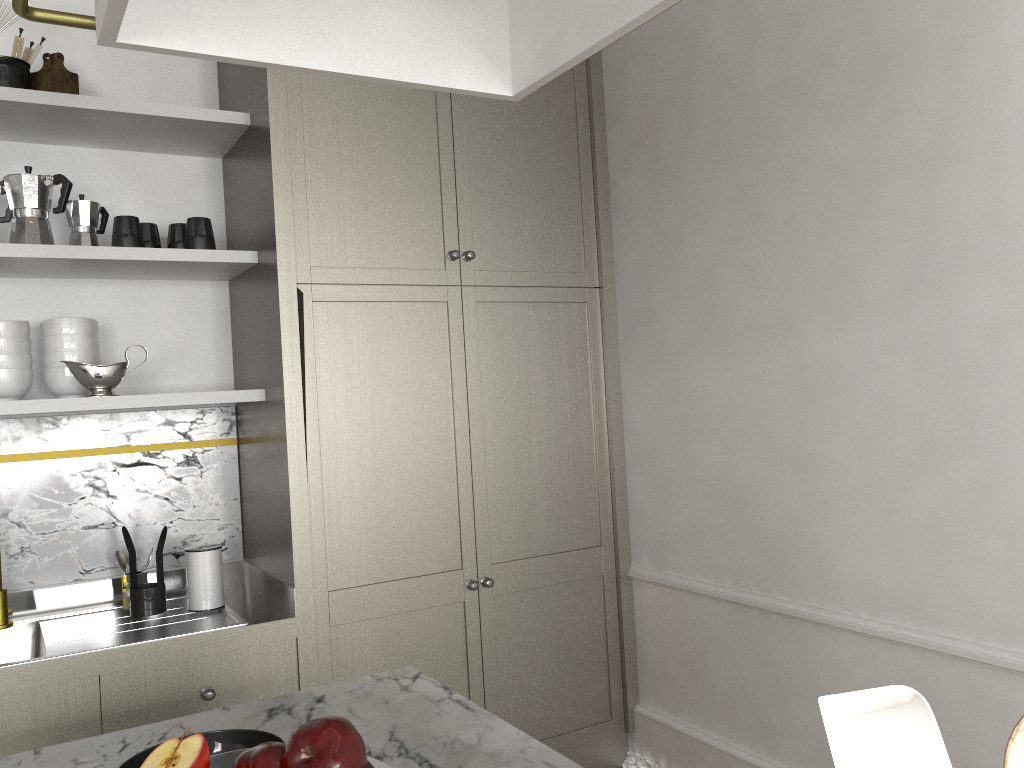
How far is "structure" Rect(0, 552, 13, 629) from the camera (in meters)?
2.27

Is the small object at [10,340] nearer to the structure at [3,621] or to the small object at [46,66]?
the structure at [3,621]

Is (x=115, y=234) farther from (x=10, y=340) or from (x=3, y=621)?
(x=3, y=621)

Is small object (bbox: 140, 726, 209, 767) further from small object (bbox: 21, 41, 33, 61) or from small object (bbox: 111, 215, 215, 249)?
small object (bbox: 21, 41, 33, 61)

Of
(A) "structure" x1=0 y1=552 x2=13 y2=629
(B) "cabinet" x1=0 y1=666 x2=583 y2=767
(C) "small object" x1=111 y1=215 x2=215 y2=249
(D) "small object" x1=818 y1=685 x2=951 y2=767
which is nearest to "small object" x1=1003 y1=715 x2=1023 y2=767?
(D) "small object" x1=818 y1=685 x2=951 y2=767

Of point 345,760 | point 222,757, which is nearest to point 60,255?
point 222,757

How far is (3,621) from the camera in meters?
2.3

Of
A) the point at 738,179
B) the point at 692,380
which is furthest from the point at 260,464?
the point at 738,179

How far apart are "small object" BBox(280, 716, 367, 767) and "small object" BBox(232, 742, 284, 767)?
0.0 meters

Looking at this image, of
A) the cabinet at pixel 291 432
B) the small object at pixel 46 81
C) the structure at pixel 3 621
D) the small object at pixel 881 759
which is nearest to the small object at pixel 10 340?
the cabinet at pixel 291 432
